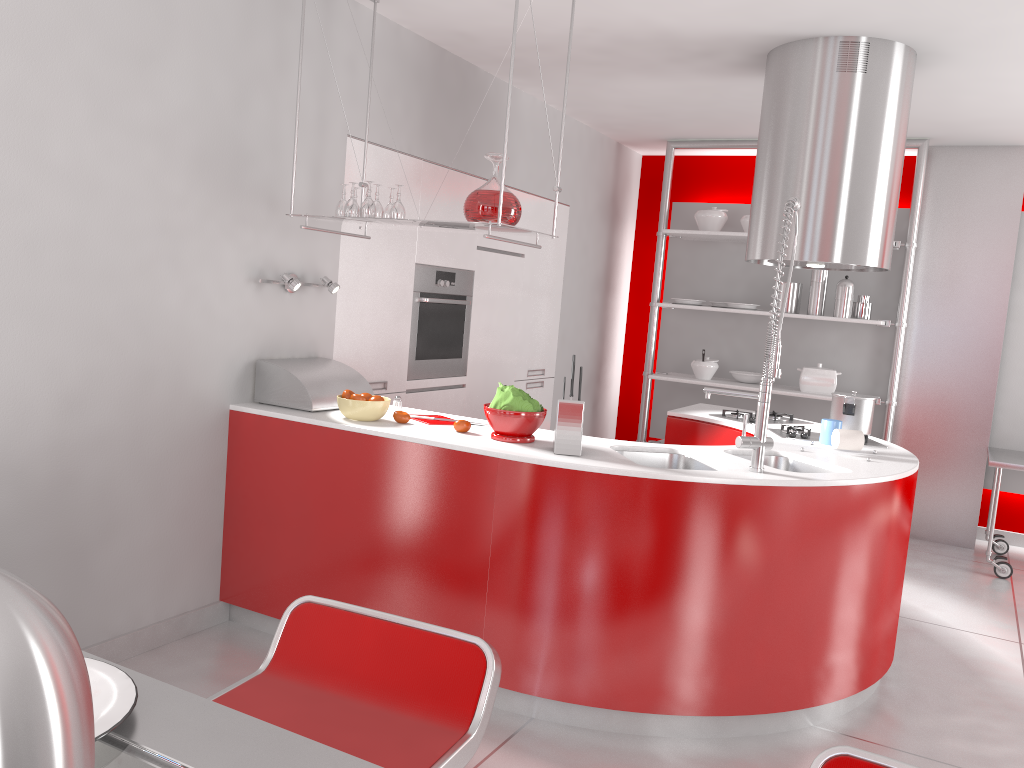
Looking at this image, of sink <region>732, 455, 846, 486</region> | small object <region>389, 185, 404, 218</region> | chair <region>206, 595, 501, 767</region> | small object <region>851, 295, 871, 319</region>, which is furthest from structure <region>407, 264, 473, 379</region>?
chair <region>206, 595, 501, 767</region>

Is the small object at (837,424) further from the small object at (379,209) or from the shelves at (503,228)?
the small object at (379,209)

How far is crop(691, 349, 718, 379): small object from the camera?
6.17m

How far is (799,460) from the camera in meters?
3.4 m

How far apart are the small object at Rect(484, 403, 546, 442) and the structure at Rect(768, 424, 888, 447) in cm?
132

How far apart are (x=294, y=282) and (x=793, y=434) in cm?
220

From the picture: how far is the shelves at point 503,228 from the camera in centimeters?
311cm

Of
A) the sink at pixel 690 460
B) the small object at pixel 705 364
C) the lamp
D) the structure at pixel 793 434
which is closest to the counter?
the sink at pixel 690 460

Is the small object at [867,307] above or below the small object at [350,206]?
below

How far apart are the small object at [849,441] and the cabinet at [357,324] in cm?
209
